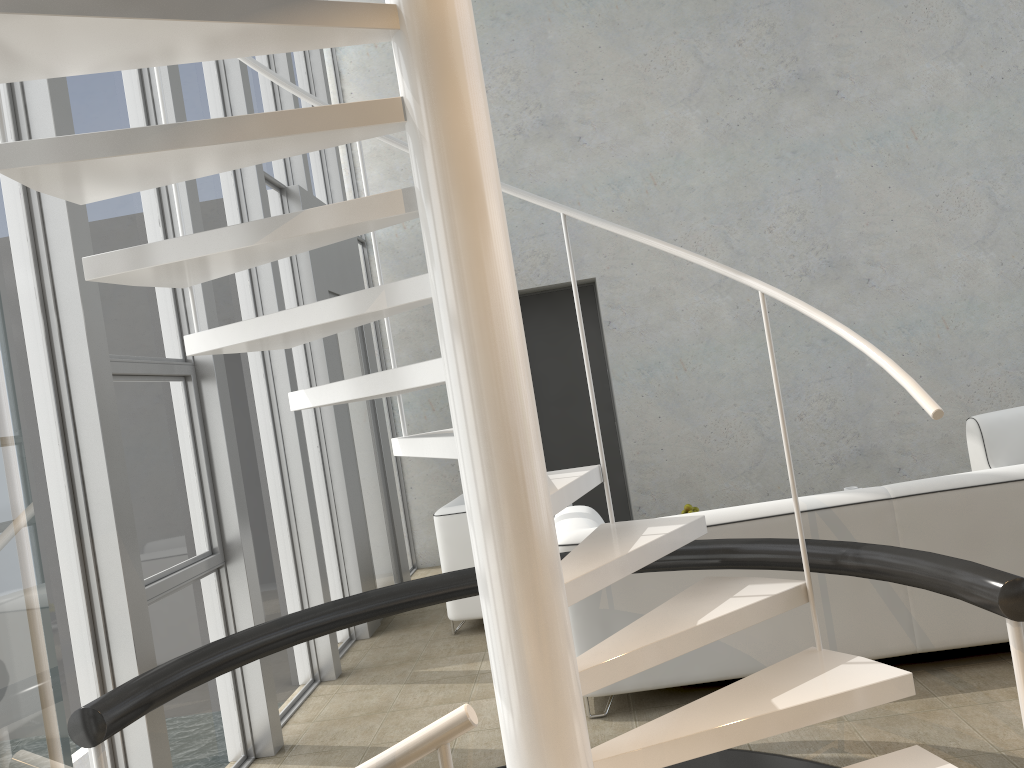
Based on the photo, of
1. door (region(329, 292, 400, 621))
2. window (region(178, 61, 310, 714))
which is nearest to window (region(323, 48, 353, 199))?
door (region(329, 292, 400, 621))

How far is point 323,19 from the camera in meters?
1.9 m

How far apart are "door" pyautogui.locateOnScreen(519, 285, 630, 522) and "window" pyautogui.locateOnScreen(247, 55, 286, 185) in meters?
2.7

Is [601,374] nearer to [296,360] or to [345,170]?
[345,170]

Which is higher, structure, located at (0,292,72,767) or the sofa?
structure, located at (0,292,72,767)

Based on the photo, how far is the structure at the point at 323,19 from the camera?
1.93m

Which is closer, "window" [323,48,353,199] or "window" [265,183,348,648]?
"window" [265,183,348,648]

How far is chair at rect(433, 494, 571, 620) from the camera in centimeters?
489cm

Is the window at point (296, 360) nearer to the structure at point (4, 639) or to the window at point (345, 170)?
the window at point (345, 170)

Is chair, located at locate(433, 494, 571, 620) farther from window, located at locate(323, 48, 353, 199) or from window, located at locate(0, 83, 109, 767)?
window, located at locate(323, 48, 353, 199)
